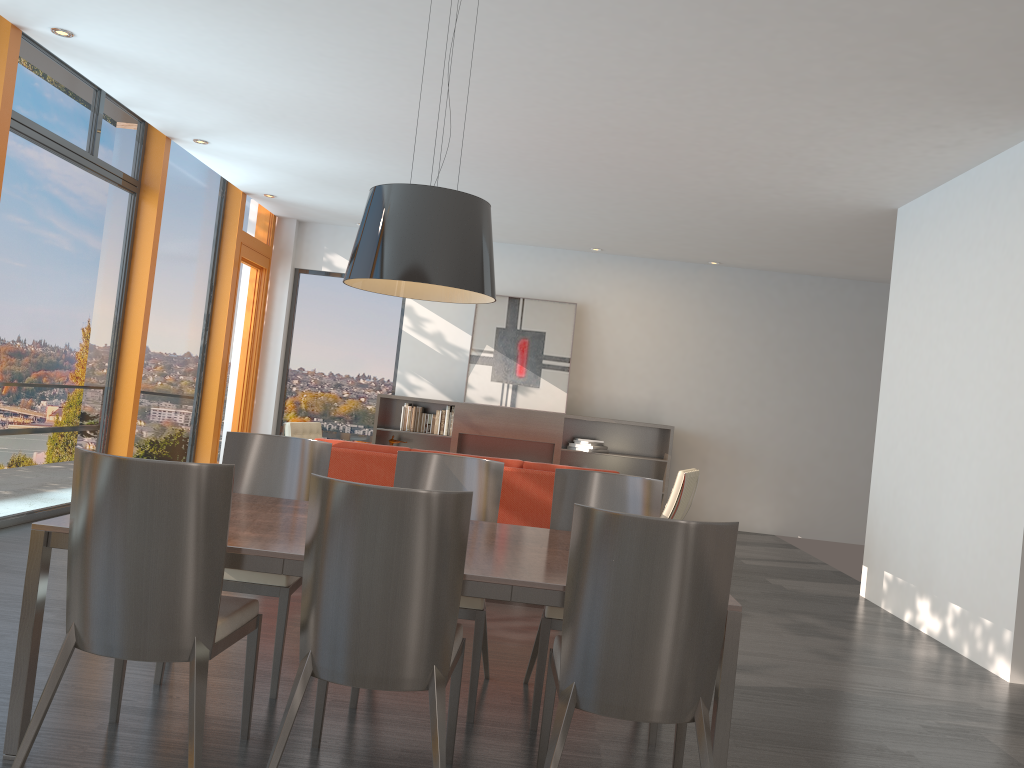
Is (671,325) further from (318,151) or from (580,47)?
(580,47)

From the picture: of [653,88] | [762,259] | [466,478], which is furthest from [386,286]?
[762,259]

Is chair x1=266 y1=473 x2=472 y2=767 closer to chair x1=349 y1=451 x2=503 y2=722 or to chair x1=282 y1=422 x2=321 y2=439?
chair x1=349 y1=451 x2=503 y2=722

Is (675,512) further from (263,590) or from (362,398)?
(362,398)

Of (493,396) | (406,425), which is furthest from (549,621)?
(493,396)

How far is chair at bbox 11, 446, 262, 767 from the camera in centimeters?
247cm

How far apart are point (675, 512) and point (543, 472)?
1.8m

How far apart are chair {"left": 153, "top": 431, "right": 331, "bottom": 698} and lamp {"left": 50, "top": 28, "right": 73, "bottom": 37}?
3.0m

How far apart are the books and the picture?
0.2 meters

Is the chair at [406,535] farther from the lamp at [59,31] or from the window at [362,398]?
the window at [362,398]
